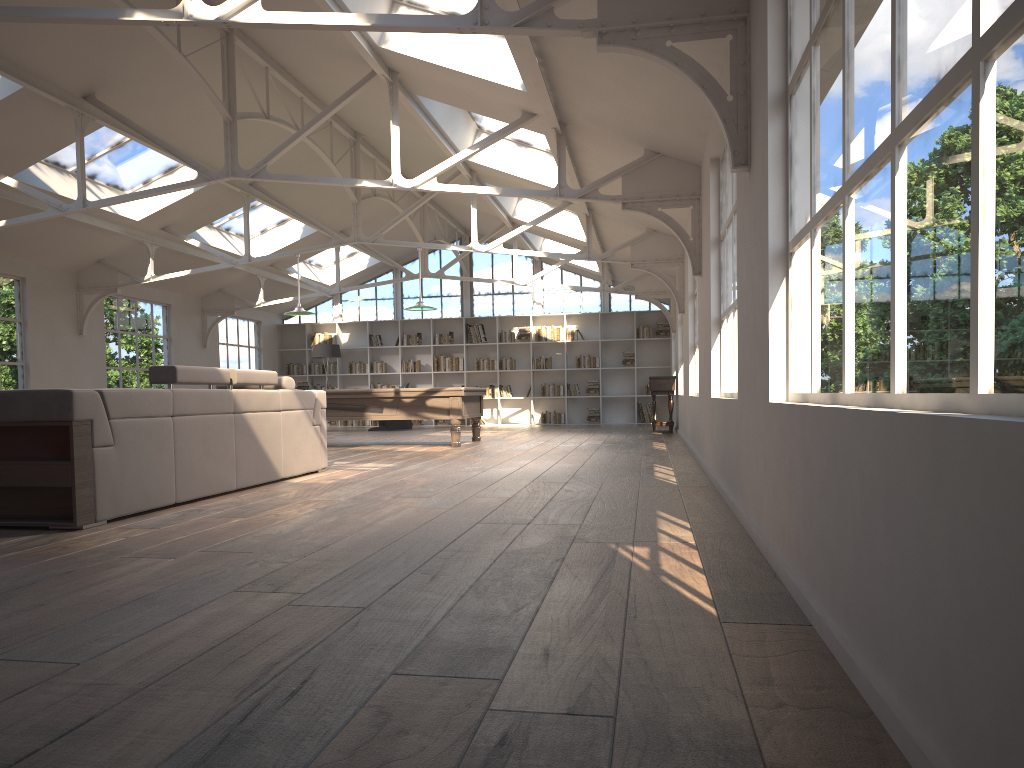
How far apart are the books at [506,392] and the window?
1.69m

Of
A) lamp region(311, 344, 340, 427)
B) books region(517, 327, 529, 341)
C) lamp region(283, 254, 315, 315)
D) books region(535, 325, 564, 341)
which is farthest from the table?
lamp region(311, 344, 340, 427)

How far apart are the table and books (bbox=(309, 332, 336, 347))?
8.2 meters

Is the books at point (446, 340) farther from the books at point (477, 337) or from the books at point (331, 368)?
the books at point (331, 368)

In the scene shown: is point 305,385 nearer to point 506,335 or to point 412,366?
point 412,366

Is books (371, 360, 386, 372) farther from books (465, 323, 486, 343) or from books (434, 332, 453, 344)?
books (465, 323, 486, 343)

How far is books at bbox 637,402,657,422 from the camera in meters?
18.4

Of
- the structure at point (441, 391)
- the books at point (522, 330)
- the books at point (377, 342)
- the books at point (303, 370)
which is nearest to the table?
the structure at point (441, 391)

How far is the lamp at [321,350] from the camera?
17.87m

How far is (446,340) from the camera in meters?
19.1
